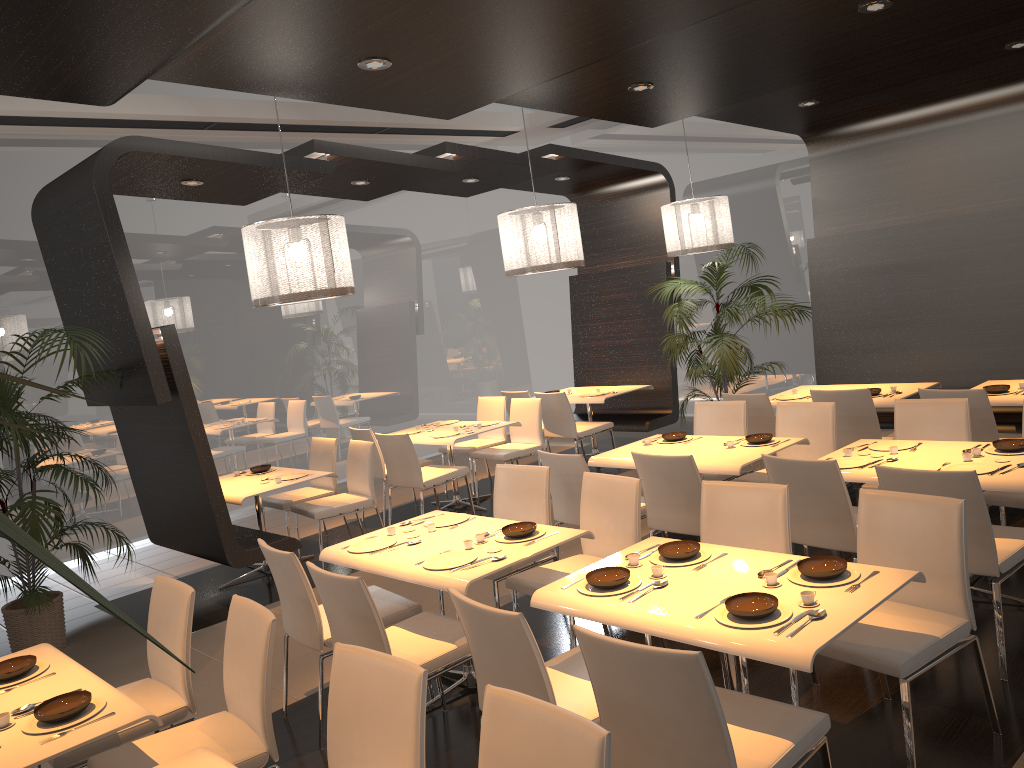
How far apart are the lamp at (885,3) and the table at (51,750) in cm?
433

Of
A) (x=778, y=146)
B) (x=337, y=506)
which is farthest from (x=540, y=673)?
(x=778, y=146)

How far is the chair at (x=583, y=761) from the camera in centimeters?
201cm

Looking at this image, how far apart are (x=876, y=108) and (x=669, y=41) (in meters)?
3.44

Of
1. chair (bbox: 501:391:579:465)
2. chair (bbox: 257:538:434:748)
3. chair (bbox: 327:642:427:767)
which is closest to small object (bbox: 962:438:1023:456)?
chair (bbox: 257:538:434:748)

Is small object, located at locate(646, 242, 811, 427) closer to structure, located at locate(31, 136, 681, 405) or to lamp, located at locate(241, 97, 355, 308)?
structure, located at locate(31, 136, 681, 405)

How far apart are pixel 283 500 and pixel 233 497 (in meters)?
0.92

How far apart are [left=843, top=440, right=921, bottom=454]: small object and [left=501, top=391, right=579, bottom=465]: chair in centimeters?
445cm

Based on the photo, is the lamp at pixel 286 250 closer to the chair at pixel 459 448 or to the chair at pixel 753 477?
the chair at pixel 753 477

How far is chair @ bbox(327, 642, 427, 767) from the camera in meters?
2.4
